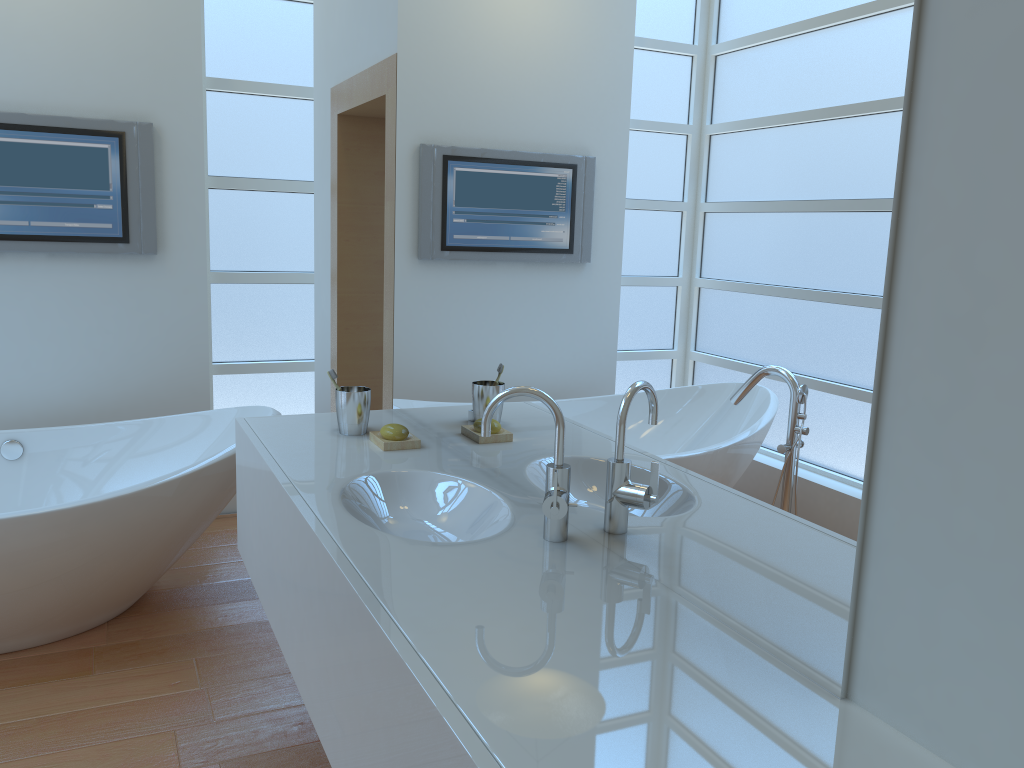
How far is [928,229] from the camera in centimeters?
92cm

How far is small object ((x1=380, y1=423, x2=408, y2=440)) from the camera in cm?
215

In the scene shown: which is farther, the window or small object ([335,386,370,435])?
the window

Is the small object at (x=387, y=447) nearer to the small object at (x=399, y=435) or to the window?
the small object at (x=399, y=435)

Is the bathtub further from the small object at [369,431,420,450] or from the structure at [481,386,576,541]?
the structure at [481,386,576,541]

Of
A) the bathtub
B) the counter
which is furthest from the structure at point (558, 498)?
the bathtub

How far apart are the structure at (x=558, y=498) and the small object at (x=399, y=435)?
0.7m

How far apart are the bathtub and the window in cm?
50

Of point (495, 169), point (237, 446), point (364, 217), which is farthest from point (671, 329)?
point (364, 217)

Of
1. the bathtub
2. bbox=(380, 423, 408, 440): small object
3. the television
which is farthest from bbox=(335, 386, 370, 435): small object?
the television
